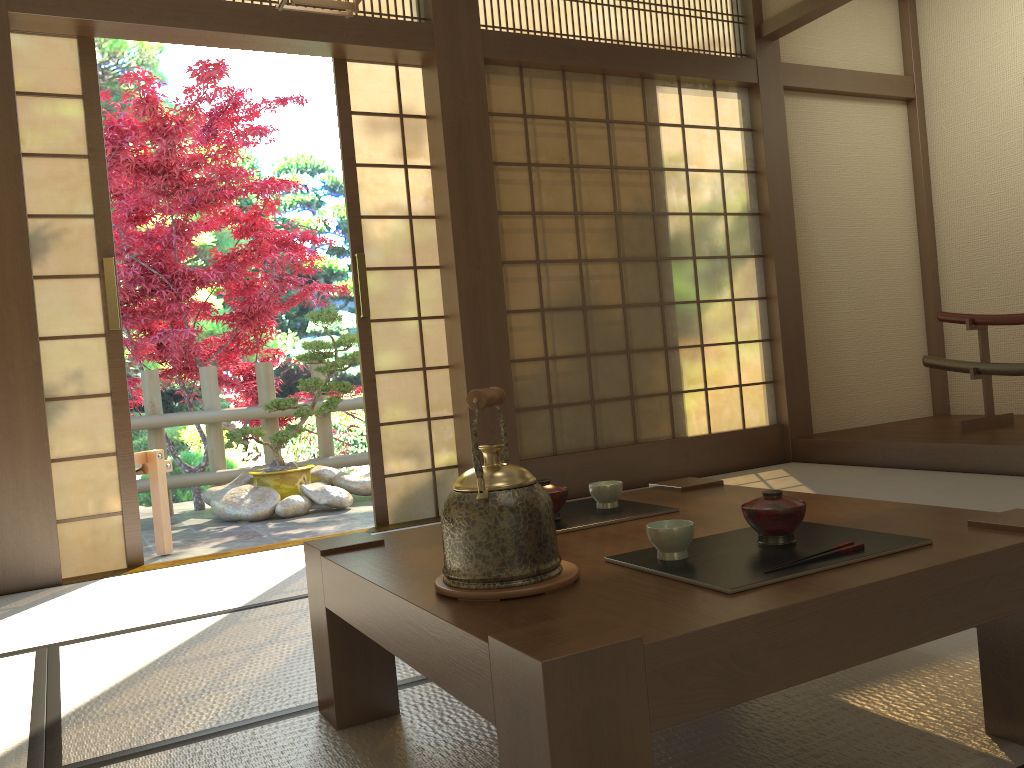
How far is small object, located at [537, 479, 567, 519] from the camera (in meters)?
1.78

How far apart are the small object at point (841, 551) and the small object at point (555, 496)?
0.6 meters

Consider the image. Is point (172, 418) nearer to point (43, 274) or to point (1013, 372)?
point (43, 274)

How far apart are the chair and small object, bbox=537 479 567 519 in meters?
3.3

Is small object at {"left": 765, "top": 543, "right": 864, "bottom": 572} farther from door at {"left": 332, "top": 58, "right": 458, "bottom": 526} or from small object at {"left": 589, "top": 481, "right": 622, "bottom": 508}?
door at {"left": 332, "top": 58, "right": 458, "bottom": 526}

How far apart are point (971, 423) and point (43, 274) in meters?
4.6 m

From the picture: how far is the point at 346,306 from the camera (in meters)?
10.49

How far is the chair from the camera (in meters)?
4.51

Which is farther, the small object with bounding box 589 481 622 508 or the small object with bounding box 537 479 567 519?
the small object with bounding box 589 481 622 508

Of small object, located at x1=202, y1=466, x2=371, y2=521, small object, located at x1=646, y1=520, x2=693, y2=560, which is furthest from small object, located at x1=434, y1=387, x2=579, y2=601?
small object, located at x1=202, y1=466, x2=371, y2=521
